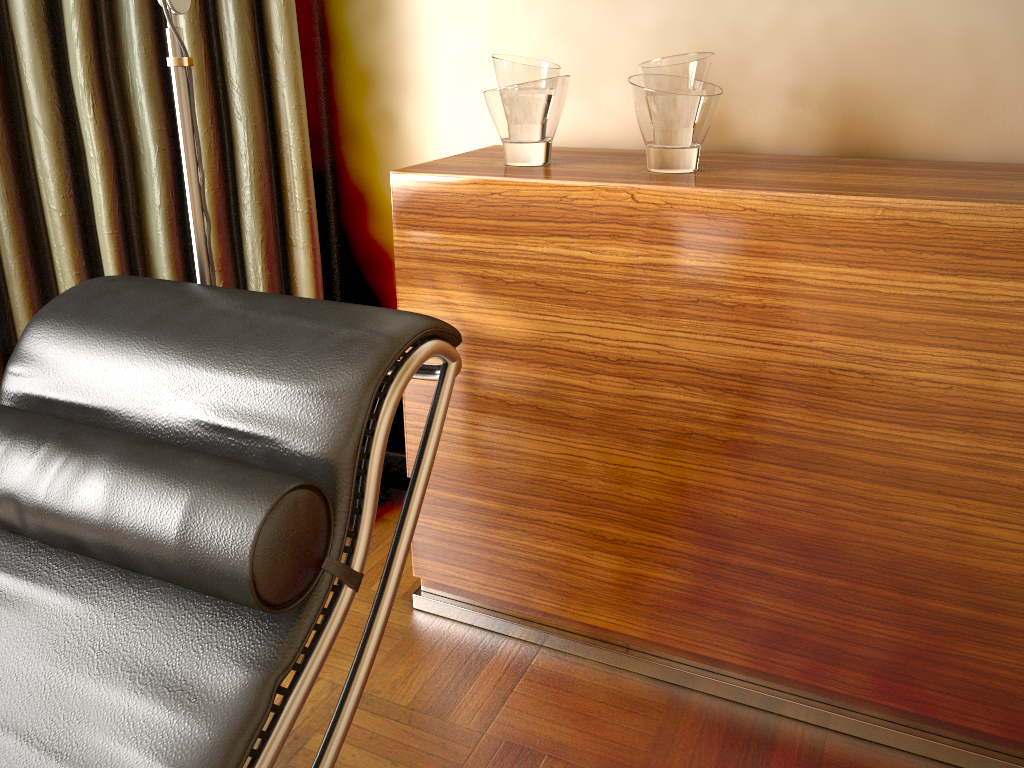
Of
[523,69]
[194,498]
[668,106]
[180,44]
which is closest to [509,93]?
[523,69]

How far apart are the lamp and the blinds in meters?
0.4

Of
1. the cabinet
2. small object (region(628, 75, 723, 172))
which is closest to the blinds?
the cabinet

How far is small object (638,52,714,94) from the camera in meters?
1.4

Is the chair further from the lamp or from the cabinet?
the cabinet

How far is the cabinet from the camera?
1.2 meters

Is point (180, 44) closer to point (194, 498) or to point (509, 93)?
point (509, 93)

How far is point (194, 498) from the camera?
0.87m

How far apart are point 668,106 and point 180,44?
0.73m

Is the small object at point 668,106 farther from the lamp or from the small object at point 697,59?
the lamp
